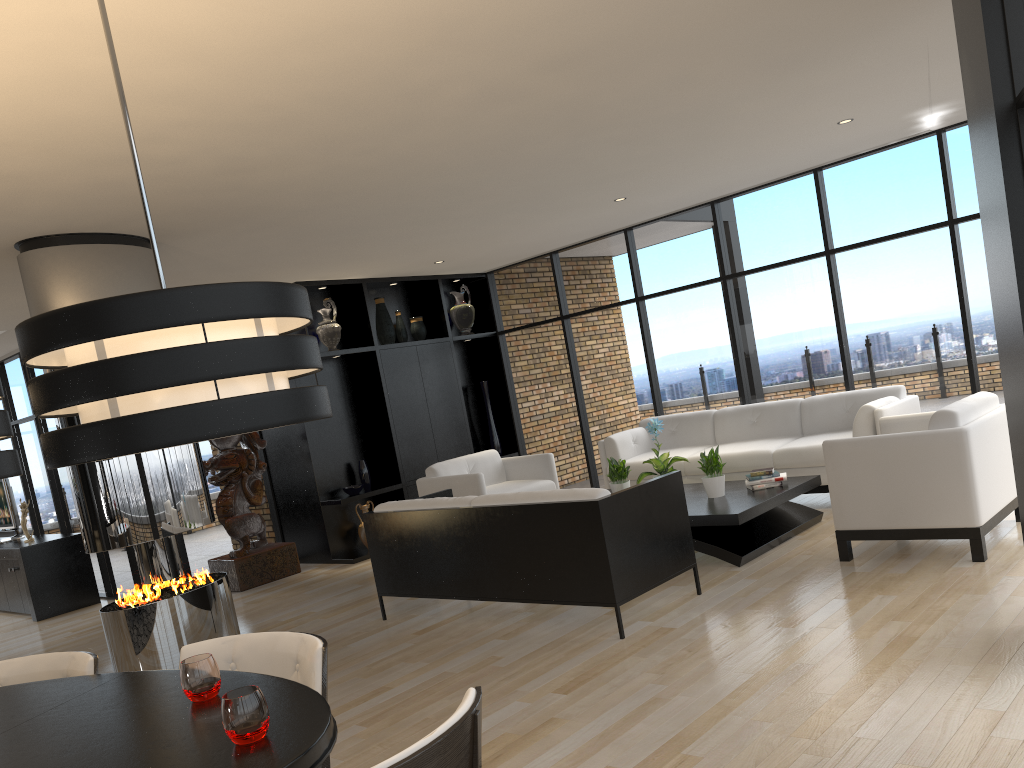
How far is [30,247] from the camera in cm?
514

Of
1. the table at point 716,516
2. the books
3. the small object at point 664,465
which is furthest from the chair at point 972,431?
the small object at point 664,465

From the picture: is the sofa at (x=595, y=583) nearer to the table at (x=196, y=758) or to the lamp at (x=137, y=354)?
the table at (x=196, y=758)

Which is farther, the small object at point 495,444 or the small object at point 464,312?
the small object at point 495,444

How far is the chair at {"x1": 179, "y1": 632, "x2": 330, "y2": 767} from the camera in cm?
239

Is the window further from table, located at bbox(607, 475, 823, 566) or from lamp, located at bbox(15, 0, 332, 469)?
lamp, located at bbox(15, 0, 332, 469)

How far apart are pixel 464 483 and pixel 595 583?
2.95m

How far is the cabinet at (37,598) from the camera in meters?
8.5

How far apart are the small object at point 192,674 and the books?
4.78m

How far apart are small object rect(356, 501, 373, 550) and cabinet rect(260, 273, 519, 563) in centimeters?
17cm
